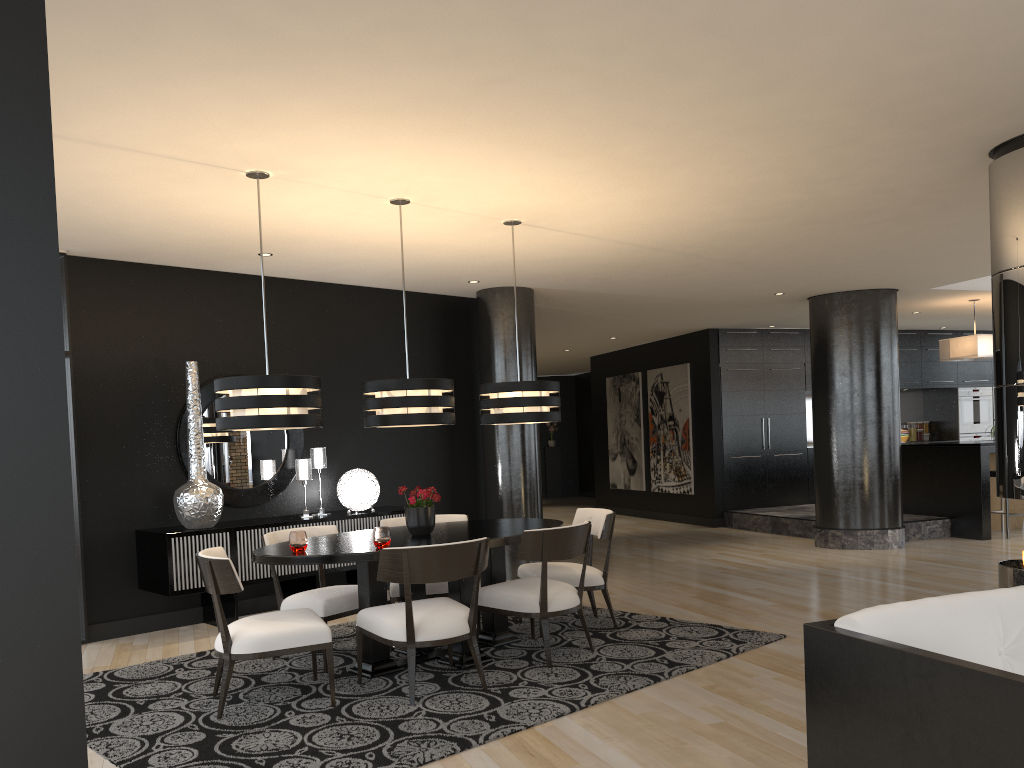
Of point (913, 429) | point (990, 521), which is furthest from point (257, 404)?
point (913, 429)

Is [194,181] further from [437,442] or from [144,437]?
[437,442]

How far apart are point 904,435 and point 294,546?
11.8m

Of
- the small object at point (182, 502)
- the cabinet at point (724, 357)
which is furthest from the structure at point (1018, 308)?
the cabinet at point (724, 357)

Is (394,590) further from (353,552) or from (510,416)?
(510,416)

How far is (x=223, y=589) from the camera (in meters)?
4.17

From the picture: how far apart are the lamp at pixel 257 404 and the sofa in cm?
277

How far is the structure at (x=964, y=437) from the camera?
13.7m

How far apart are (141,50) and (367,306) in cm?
478

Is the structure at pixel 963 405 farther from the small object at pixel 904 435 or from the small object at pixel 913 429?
the small object at pixel 904 435
